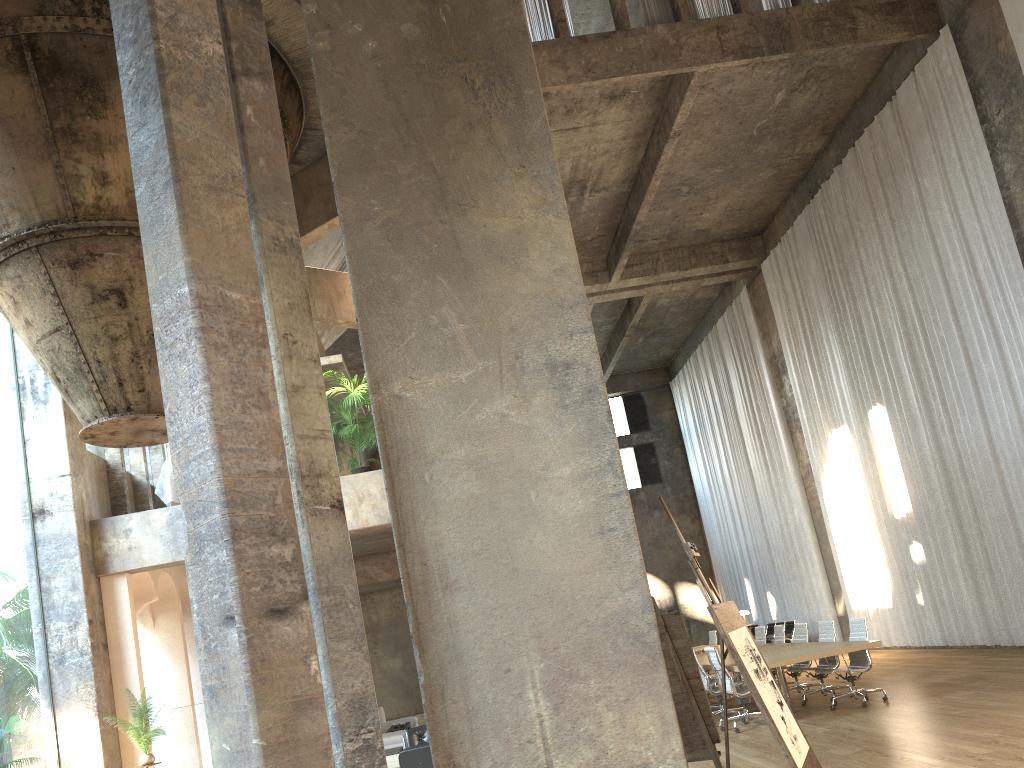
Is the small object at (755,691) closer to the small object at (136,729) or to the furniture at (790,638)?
the small object at (136,729)

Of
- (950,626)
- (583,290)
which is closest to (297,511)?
(583,290)

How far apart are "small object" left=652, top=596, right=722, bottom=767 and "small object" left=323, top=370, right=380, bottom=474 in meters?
6.8

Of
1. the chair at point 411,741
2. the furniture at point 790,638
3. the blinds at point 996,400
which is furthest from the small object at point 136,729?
the furniture at point 790,638

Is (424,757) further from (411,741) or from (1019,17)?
(1019,17)

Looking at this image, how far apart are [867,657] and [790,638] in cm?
908

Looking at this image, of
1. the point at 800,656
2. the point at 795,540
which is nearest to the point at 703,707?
the point at 800,656

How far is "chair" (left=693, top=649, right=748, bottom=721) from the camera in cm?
1093

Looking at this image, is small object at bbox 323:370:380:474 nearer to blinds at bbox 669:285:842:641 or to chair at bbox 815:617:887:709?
chair at bbox 815:617:887:709

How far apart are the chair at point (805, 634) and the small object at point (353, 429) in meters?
6.5 m
